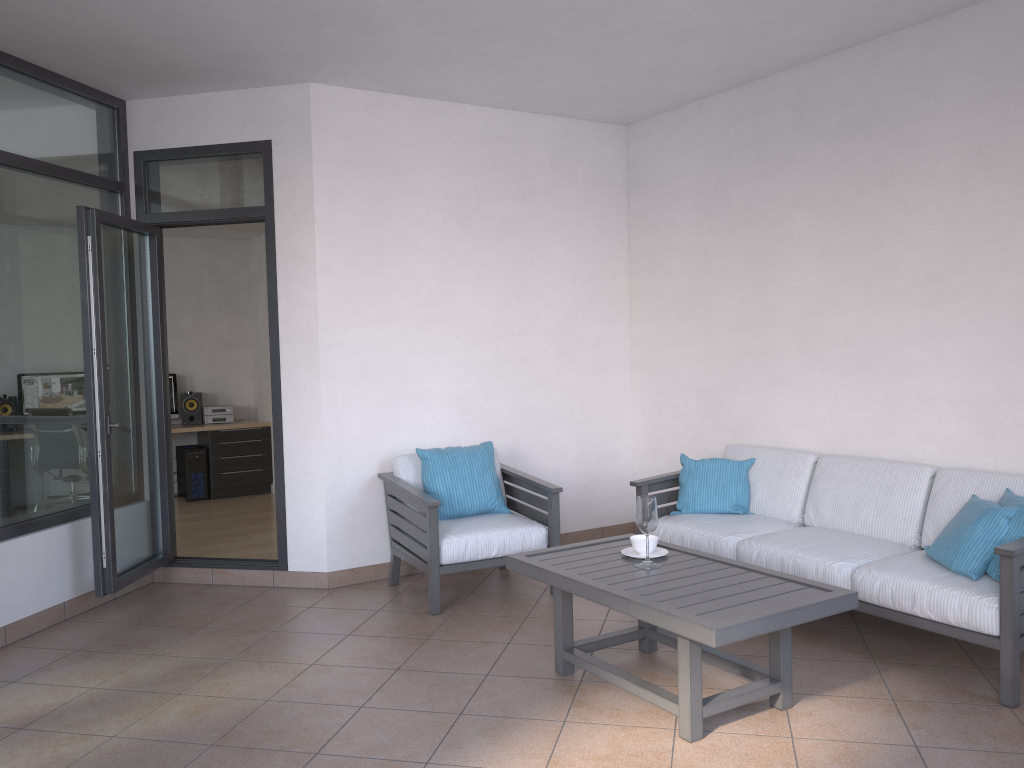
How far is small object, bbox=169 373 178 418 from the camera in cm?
910

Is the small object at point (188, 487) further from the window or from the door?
the window

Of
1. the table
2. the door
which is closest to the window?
the door

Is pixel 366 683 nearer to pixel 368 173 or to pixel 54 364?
pixel 54 364

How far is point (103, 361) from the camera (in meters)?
4.59

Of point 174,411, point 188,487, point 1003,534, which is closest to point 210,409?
point 174,411

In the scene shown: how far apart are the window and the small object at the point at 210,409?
4.2m

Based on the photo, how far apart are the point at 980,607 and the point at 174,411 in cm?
780

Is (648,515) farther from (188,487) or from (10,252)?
(188,487)

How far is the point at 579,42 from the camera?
4.5m
